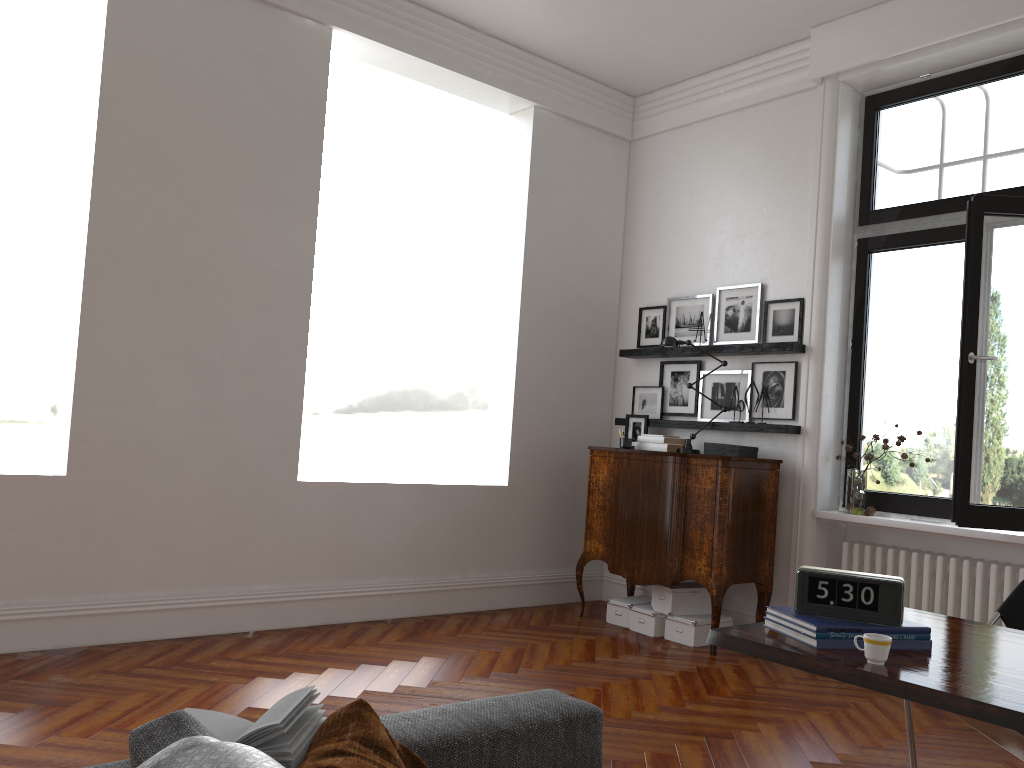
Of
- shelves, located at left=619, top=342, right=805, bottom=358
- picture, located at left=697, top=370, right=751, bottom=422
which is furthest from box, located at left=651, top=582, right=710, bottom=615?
shelves, located at left=619, top=342, right=805, bottom=358

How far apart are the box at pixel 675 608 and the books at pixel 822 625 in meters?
3.3 m

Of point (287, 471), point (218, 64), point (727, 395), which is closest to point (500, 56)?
point (218, 64)

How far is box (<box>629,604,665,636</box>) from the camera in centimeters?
572cm

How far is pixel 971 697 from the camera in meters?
1.9

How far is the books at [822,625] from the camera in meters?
2.3 m

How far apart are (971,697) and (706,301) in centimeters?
466cm

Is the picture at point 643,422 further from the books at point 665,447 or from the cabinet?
the cabinet

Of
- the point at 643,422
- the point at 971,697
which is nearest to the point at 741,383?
the point at 643,422

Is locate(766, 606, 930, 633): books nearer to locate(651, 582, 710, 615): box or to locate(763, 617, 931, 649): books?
locate(763, 617, 931, 649): books
